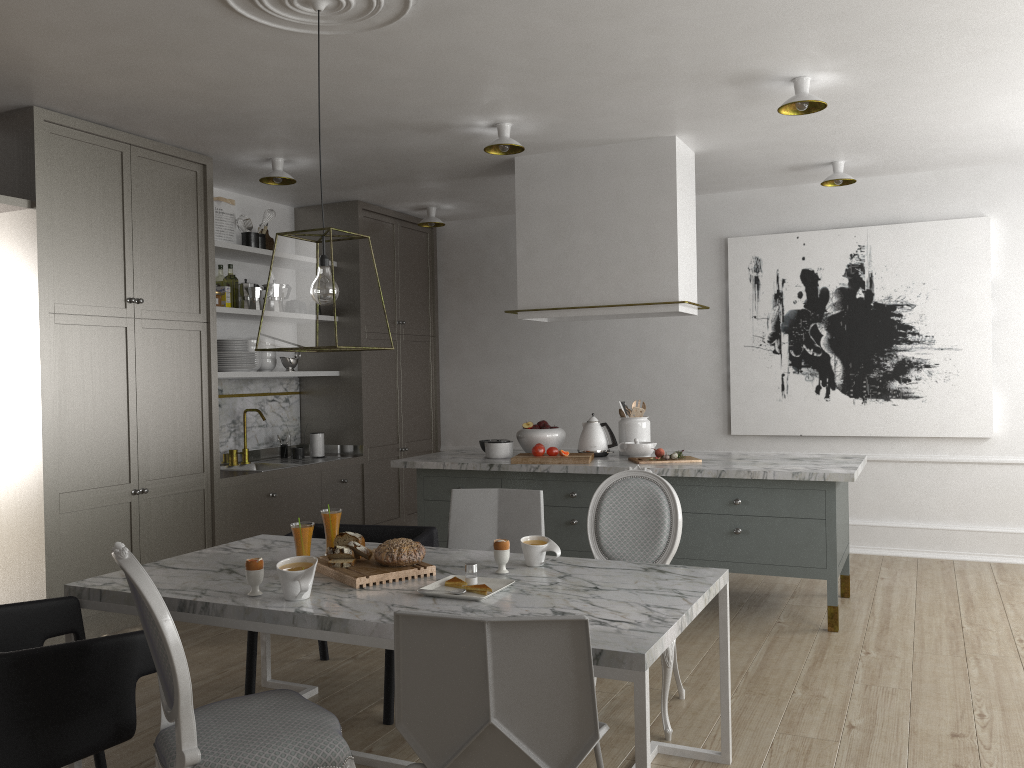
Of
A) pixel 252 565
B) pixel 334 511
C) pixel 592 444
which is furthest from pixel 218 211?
pixel 252 565

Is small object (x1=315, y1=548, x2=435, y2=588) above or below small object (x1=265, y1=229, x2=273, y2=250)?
below

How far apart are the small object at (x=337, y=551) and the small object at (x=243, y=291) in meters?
3.2 m

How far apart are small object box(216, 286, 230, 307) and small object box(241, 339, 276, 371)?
0.33m

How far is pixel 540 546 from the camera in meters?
2.7 m

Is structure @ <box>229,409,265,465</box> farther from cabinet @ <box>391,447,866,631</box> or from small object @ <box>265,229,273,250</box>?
small object @ <box>265,229,273,250</box>

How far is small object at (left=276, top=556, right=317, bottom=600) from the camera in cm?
232

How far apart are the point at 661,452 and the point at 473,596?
2.3 meters

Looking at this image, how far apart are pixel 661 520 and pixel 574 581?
0.7m

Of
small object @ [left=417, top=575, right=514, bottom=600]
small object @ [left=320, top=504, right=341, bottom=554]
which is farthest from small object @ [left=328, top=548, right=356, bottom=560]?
small object @ [left=417, top=575, right=514, bottom=600]
